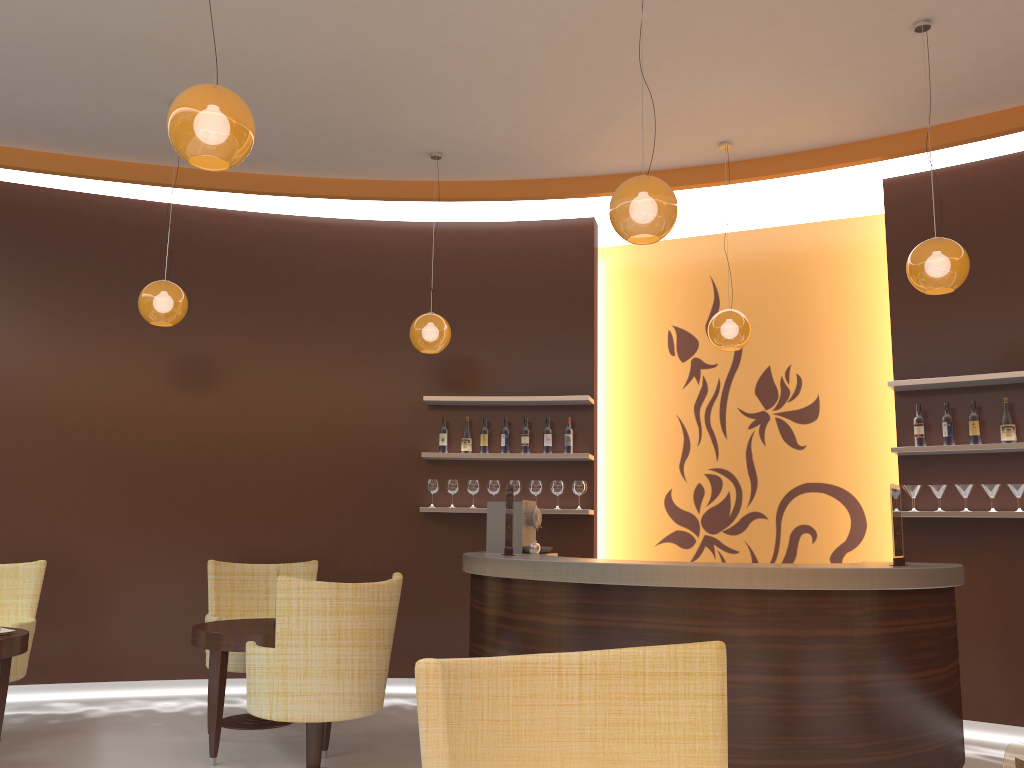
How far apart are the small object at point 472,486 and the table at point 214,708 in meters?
2.0

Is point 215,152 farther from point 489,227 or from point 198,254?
point 489,227

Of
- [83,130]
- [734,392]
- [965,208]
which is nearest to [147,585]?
[83,130]

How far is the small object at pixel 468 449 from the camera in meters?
7.0

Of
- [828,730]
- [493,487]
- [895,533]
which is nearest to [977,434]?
[895,533]

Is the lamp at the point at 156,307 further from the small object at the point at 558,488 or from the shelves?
the small object at the point at 558,488

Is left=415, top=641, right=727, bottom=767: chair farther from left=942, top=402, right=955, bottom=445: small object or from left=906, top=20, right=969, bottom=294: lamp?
left=942, top=402, right=955, bottom=445: small object

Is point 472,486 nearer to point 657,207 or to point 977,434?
point 977,434

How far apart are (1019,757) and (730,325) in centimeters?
511cm

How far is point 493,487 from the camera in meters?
6.9 m
